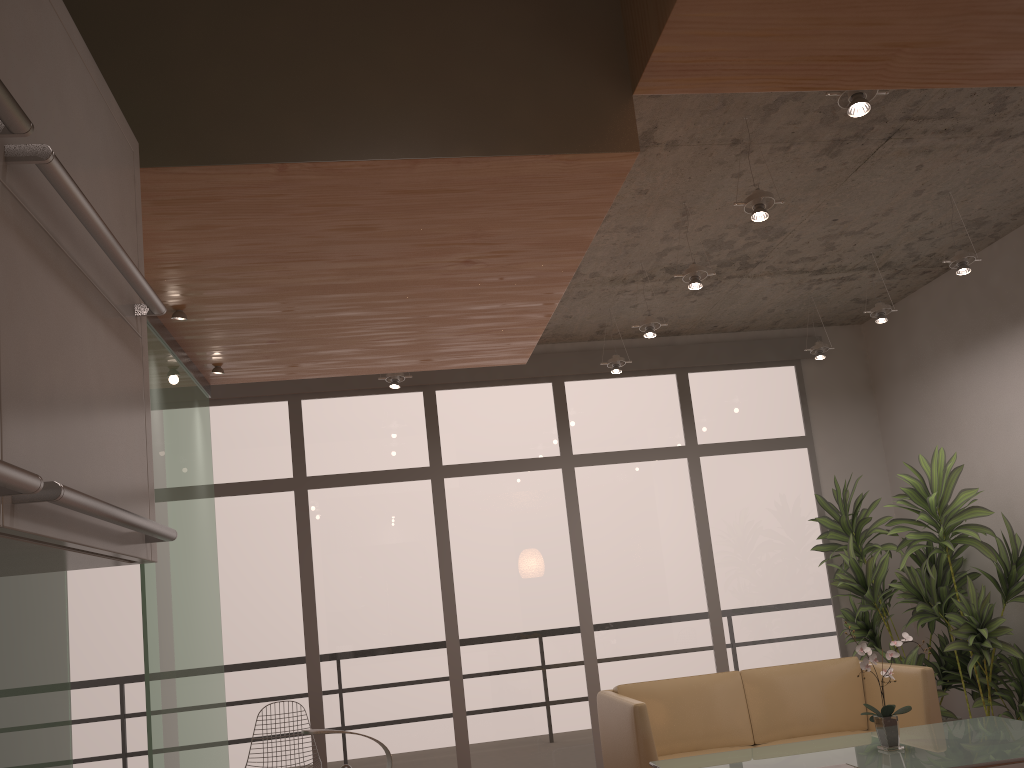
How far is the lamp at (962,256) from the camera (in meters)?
4.86

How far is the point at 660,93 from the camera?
2.61m

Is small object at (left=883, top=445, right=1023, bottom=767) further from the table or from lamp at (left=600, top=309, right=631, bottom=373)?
lamp at (left=600, top=309, right=631, bottom=373)

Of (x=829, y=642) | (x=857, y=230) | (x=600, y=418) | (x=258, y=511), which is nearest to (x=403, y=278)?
(x=857, y=230)

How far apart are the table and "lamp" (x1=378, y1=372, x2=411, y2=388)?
2.9 meters

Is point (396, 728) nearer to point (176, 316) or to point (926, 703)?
point (926, 703)

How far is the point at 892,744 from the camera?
3.94m

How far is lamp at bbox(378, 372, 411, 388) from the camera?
5.97m

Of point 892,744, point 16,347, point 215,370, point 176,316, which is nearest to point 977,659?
point 892,744

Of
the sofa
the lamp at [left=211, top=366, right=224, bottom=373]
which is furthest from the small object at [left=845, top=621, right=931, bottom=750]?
the lamp at [left=211, top=366, right=224, bottom=373]
